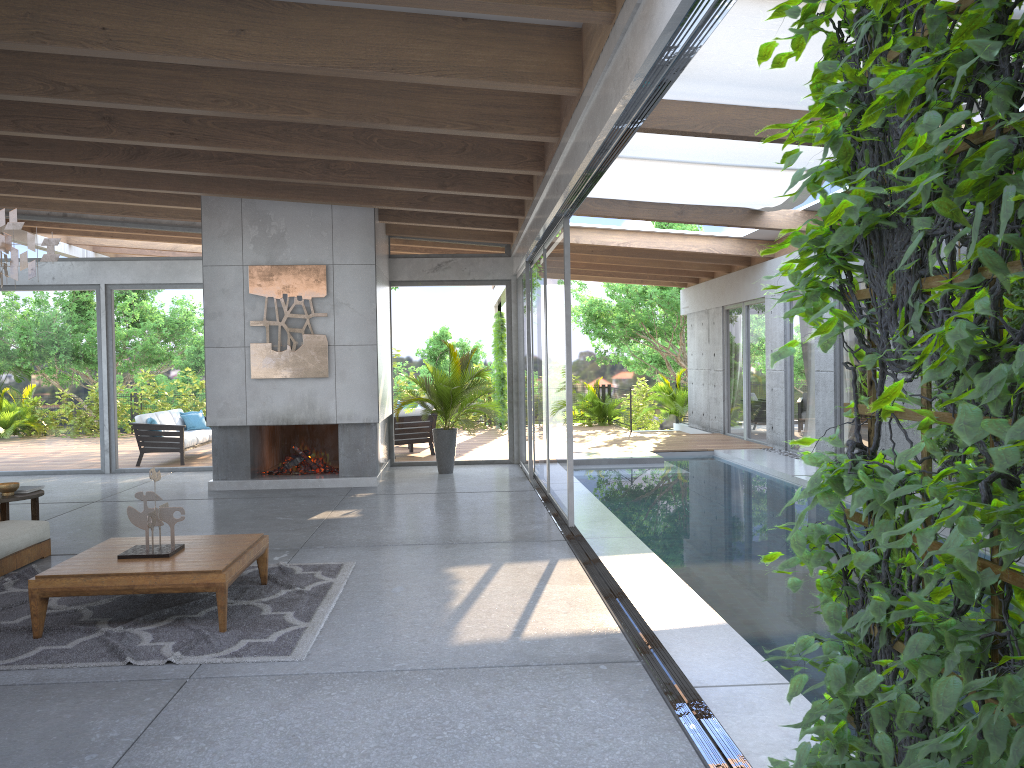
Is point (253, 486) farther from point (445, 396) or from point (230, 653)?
point (230, 653)

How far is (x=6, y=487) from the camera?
7.2m

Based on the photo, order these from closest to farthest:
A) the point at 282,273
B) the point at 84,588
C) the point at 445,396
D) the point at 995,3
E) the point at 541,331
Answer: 1. the point at 995,3
2. the point at 84,588
3. the point at 541,331
4. the point at 282,273
5. the point at 445,396

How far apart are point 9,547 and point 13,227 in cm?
254

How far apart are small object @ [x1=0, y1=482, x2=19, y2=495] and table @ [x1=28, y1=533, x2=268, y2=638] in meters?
2.2

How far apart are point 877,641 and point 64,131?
7.85m

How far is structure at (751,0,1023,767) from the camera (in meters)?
1.21

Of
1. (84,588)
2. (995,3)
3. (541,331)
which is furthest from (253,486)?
(995,3)

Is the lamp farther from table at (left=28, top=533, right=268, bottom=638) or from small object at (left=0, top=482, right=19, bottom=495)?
small object at (left=0, top=482, right=19, bottom=495)

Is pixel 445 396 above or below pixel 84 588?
above
